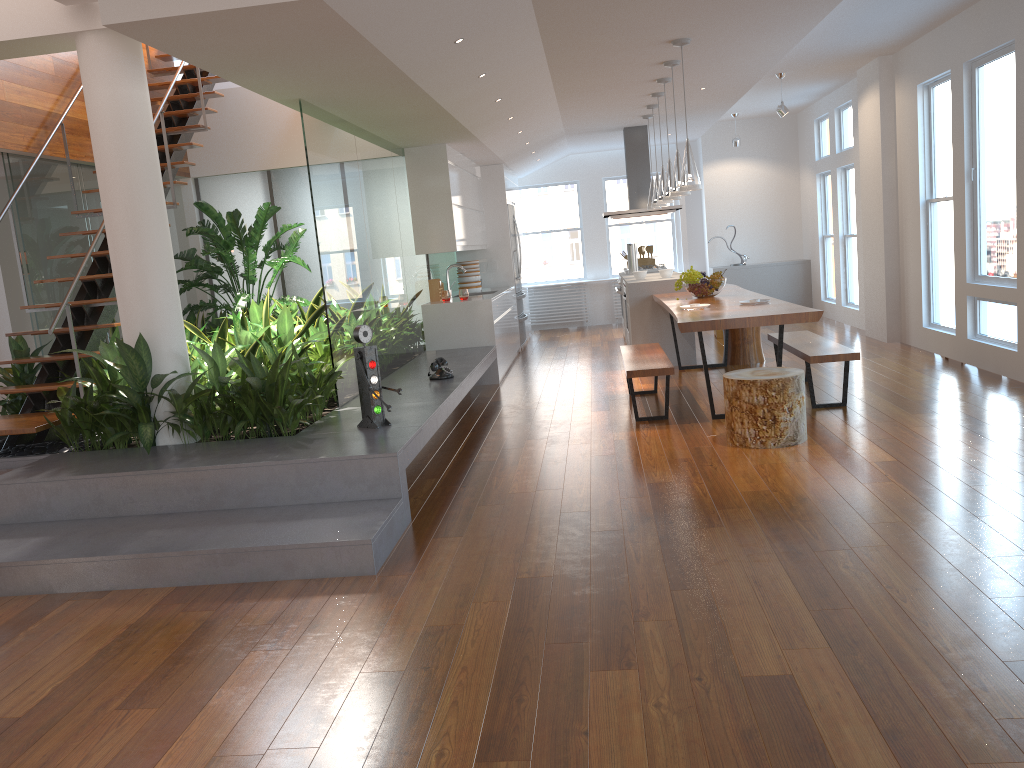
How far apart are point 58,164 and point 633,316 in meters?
5.1 m

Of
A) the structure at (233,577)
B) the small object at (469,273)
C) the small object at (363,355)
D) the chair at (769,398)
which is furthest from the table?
the small object at (469,273)

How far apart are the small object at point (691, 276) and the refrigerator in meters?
3.8 m

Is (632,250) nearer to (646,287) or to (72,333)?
(646,287)

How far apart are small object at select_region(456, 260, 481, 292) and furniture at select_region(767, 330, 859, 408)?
4.0 meters

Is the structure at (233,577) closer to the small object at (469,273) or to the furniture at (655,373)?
the furniture at (655,373)

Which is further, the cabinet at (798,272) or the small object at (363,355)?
the cabinet at (798,272)

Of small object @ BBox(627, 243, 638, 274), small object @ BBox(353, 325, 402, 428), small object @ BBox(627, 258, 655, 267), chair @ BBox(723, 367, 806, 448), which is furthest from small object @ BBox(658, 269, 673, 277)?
small object @ BBox(353, 325, 402, 428)

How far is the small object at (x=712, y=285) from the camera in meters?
7.3 m

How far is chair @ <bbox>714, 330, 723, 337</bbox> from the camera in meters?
10.3 m
